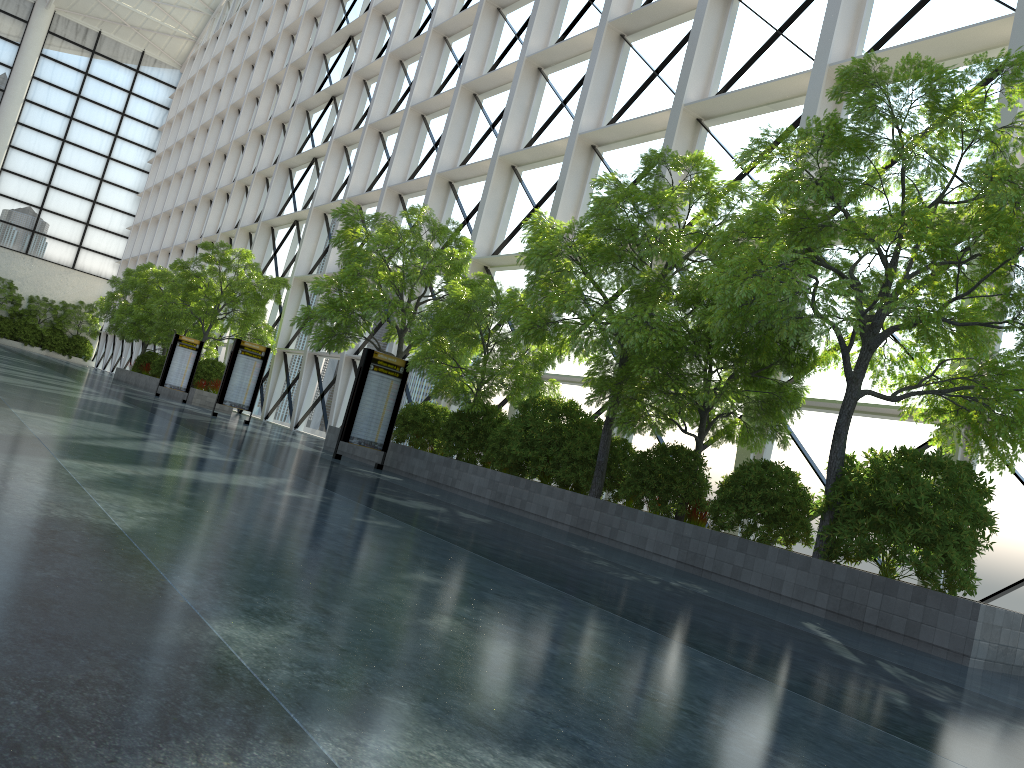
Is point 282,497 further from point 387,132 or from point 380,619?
point 387,132
